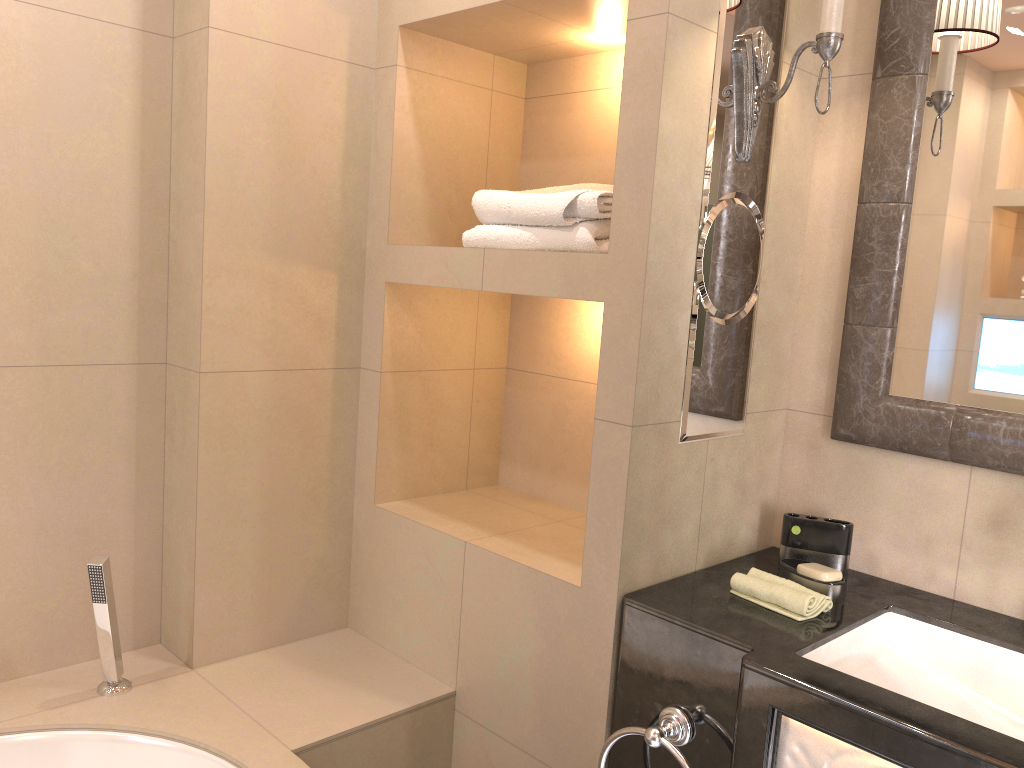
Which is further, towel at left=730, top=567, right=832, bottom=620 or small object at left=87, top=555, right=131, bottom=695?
small object at left=87, top=555, right=131, bottom=695

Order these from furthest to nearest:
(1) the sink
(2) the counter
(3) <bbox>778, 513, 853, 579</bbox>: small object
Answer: (3) <bbox>778, 513, 853, 579</bbox>: small object, (1) the sink, (2) the counter

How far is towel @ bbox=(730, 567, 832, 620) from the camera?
1.41m

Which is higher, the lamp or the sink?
the lamp

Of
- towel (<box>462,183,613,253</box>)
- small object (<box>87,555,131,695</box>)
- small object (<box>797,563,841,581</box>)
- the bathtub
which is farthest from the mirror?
small object (<box>87,555,131,695</box>)

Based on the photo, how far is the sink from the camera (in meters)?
1.36

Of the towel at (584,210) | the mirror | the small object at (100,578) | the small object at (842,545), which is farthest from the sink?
the small object at (100,578)

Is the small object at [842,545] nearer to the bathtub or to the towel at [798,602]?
the towel at [798,602]

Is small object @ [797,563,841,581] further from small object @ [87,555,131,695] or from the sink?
small object @ [87,555,131,695]

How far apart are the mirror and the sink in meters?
0.3
